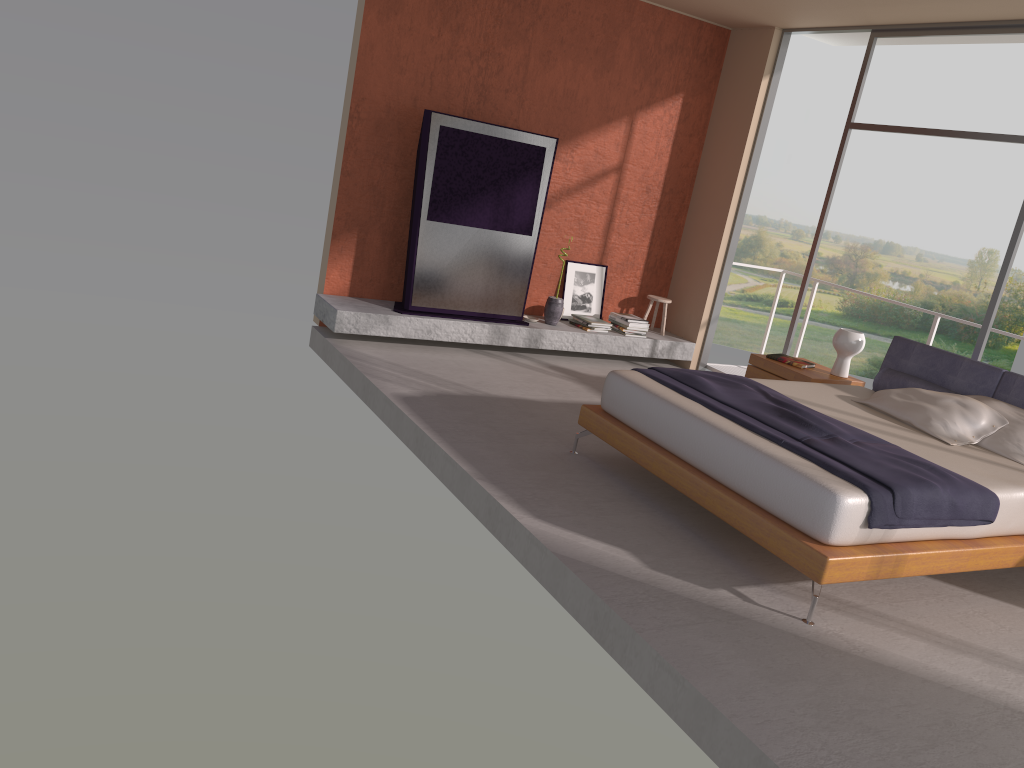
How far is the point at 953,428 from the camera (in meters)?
5.08

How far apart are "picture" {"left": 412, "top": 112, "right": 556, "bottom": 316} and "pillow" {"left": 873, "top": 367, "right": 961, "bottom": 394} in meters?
2.9 m

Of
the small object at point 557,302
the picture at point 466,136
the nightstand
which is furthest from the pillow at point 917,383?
the picture at point 466,136

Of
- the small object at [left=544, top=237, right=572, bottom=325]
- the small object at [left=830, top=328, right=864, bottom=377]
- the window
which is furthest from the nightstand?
the small object at [left=544, top=237, right=572, bottom=325]

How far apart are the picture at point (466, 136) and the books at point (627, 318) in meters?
1.1 m

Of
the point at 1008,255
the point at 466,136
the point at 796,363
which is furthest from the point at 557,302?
the point at 1008,255

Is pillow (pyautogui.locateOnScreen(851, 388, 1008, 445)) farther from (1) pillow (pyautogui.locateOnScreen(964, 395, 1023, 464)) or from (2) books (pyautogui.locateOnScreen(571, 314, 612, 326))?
(2) books (pyautogui.locateOnScreen(571, 314, 612, 326))

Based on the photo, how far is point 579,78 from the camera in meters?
7.7 m

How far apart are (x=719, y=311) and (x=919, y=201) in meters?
17.7

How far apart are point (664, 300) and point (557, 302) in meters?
1.2 m
